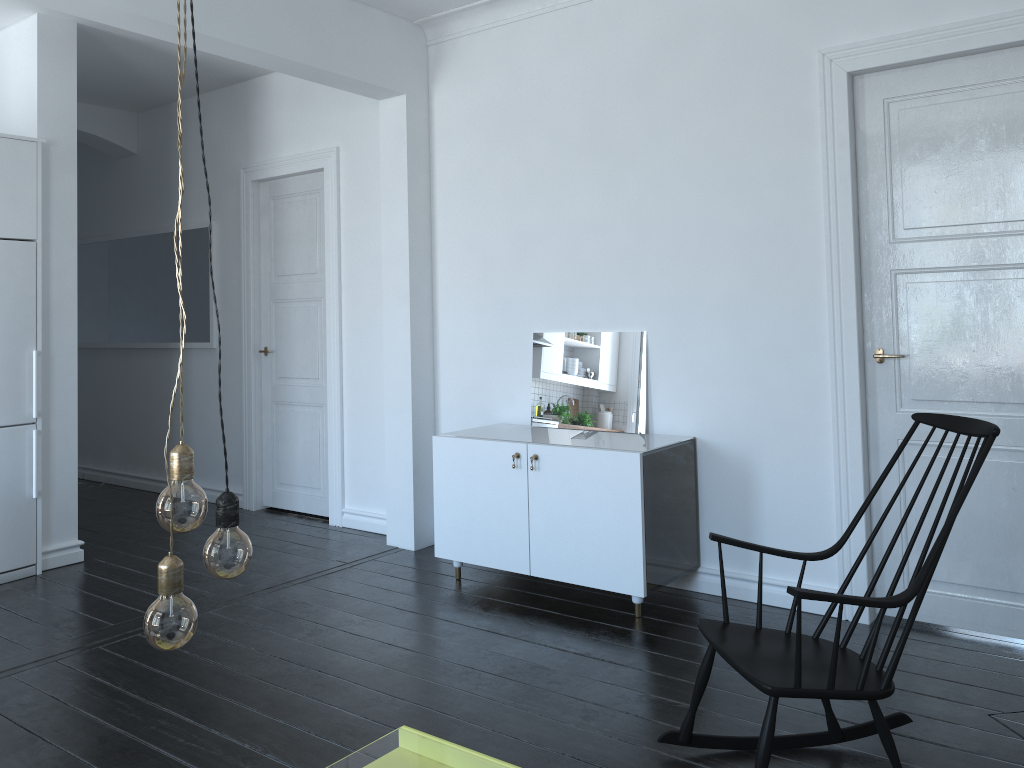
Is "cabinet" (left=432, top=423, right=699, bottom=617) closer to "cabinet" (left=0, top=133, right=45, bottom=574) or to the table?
the table

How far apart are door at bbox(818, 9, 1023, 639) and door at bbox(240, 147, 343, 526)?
3.1 meters

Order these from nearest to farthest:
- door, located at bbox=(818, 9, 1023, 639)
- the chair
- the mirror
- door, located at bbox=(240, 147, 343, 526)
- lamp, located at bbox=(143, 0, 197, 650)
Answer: lamp, located at bbox=(143, 0, 197, 650)
the chair
door, located at bbox=(818, 9, 1023, 639)
the mirror
door, located at bbox=(240, 147, 343, 526)

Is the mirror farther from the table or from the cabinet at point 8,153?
the cabinet at point 8,153

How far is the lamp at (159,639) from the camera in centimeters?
128cm

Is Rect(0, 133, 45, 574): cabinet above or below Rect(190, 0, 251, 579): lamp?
above

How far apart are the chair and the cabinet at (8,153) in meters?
3.7 m

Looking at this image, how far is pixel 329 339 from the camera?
5.79m

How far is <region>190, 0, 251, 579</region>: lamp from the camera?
1.4 meters

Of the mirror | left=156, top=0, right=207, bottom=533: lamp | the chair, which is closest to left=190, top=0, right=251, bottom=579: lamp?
left=156, top=0, right=207, bottom=533: lamp
